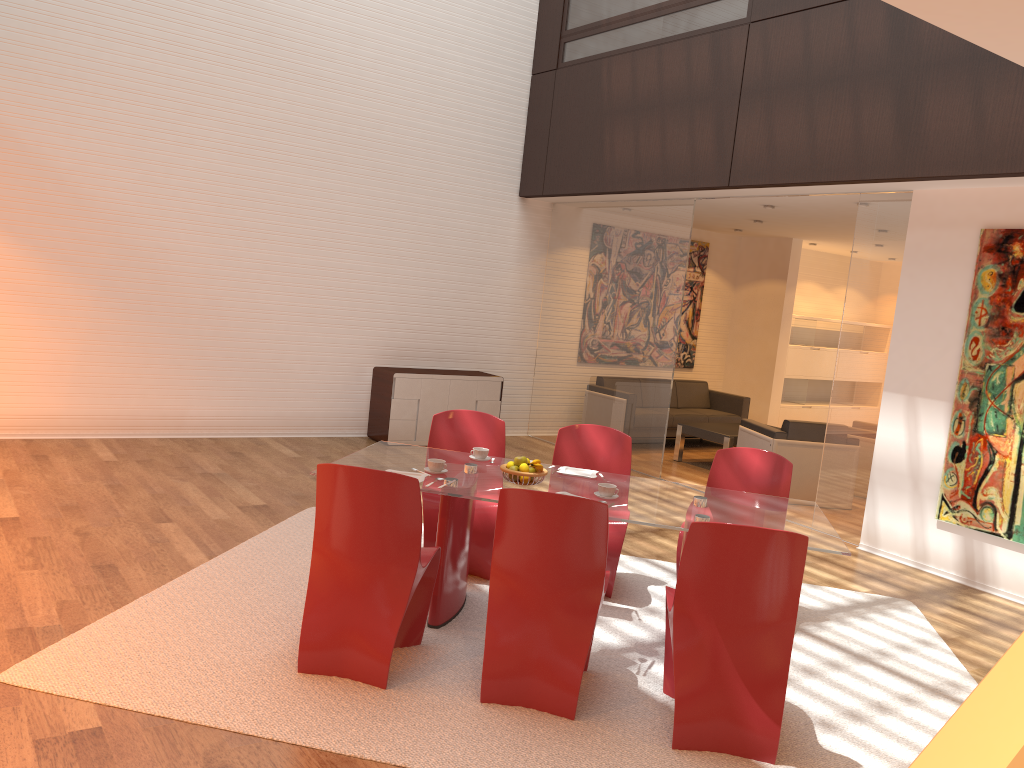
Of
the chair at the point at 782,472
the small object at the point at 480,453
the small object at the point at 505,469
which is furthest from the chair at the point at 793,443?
the small object at the point at 505,469

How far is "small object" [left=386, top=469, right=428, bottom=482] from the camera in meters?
4.2

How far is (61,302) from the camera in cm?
746

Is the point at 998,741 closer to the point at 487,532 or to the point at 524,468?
the point at 524,468

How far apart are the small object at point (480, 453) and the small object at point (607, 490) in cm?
79

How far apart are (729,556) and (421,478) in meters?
1.5

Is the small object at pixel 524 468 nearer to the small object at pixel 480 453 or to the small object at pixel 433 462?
the small object at pixel 433 462

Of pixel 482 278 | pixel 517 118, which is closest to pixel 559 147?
pixel 517 118

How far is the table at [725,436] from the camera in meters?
9.2 m

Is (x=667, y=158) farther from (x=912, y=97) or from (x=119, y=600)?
(x=119, y=600)
